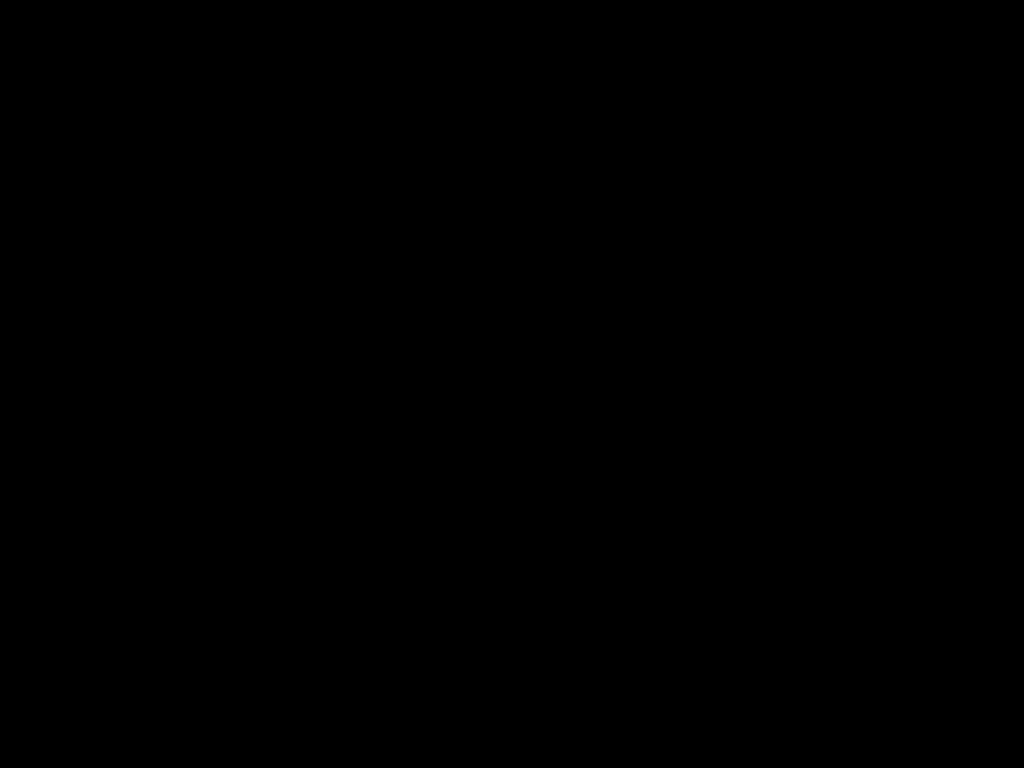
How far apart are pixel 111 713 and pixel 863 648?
0.5m

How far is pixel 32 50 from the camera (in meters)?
0.40

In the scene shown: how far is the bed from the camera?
0.40m

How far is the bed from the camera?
0.40m

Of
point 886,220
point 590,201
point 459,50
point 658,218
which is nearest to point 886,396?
point 886,220
